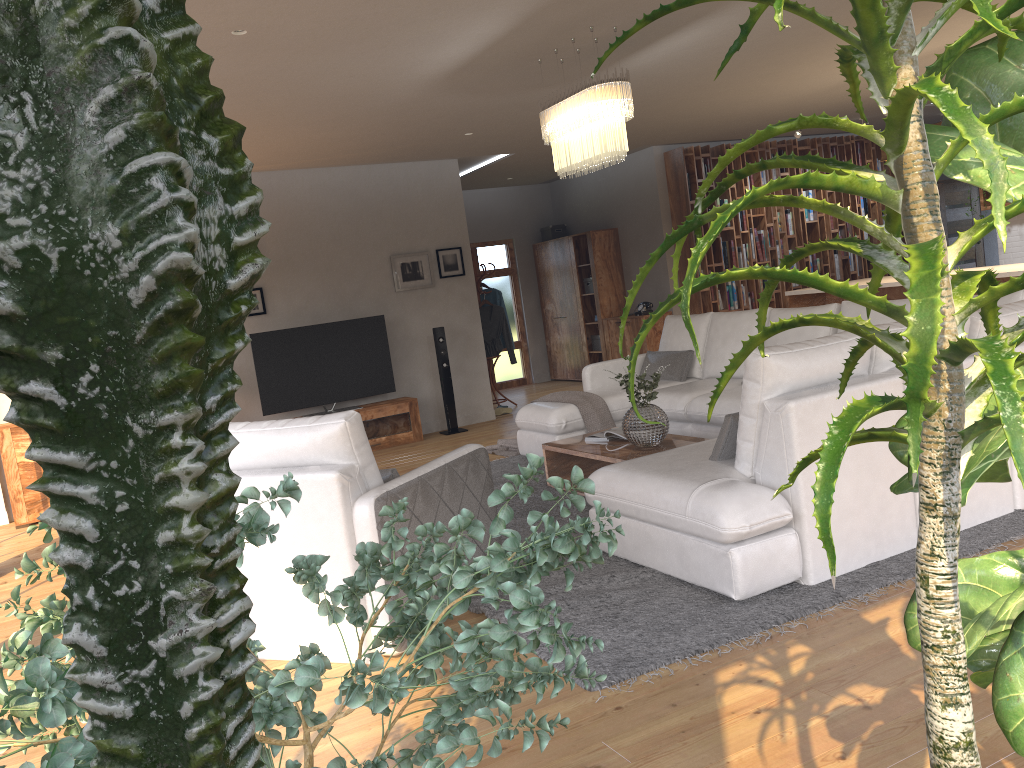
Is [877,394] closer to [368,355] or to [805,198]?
[805,198]

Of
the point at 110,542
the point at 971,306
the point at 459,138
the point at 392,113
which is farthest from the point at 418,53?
the point at 110,542

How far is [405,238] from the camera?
9.1m

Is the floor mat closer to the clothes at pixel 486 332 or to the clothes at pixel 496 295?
the clothes at pixel 486 332

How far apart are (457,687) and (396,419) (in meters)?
7.51

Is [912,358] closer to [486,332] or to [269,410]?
[269,410]

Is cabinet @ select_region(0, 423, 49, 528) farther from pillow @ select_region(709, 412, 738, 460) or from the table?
pillow @ select_region(709, 412, 738, 460)

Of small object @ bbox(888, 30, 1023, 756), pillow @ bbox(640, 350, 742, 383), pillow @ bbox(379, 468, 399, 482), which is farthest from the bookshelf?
small object @ bbox(888, 30, 1023, 756)

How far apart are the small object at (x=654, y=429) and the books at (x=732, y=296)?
5.6m

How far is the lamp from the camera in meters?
5.0 m
